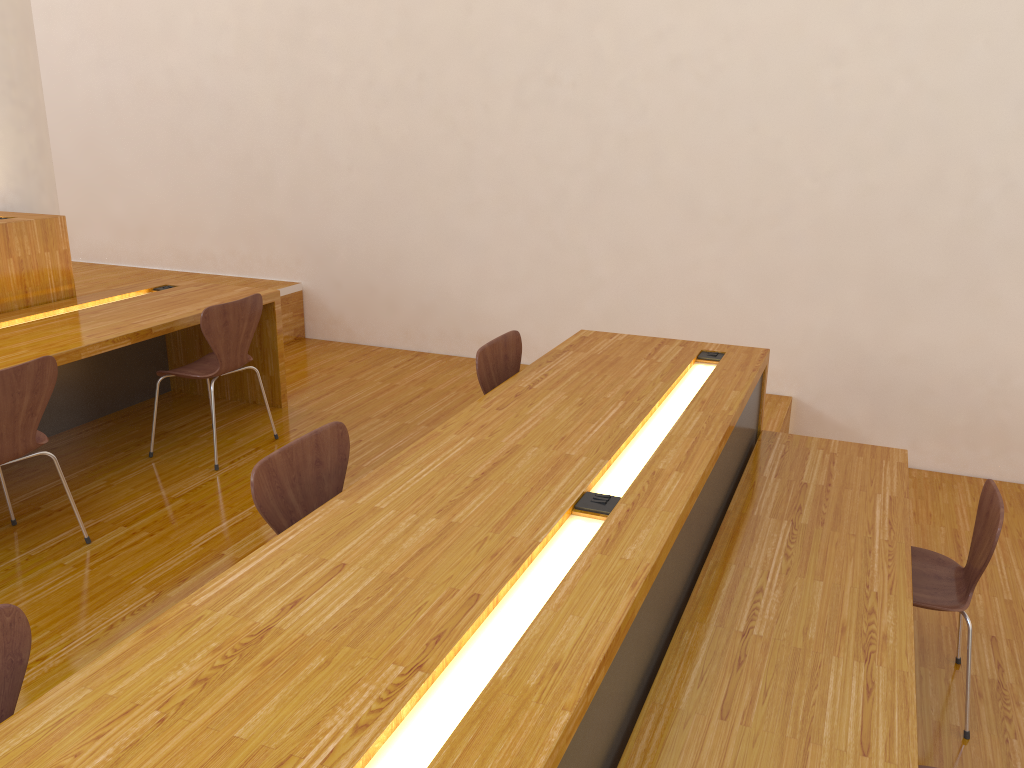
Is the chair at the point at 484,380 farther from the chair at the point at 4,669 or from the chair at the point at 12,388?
the chair at the point at 4,669

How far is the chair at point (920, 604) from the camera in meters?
2.6

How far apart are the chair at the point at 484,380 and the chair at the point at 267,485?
0.8m

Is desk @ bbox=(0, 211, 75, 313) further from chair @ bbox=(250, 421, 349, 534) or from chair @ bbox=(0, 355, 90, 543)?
chair @ bbox=(250, 421, 349, 534)

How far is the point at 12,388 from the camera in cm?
275

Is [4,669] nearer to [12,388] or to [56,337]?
[12,388]

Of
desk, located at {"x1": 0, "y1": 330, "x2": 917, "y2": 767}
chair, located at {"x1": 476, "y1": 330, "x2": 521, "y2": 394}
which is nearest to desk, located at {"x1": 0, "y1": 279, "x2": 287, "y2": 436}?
chair, located at {"x1": 476, "y1": 330, "x2": 521, "y2": 394}

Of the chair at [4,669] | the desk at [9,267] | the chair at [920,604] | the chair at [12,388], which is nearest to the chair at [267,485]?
the chair at [4,669]

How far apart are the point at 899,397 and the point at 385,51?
3.47m

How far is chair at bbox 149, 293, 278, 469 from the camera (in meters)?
3.64
